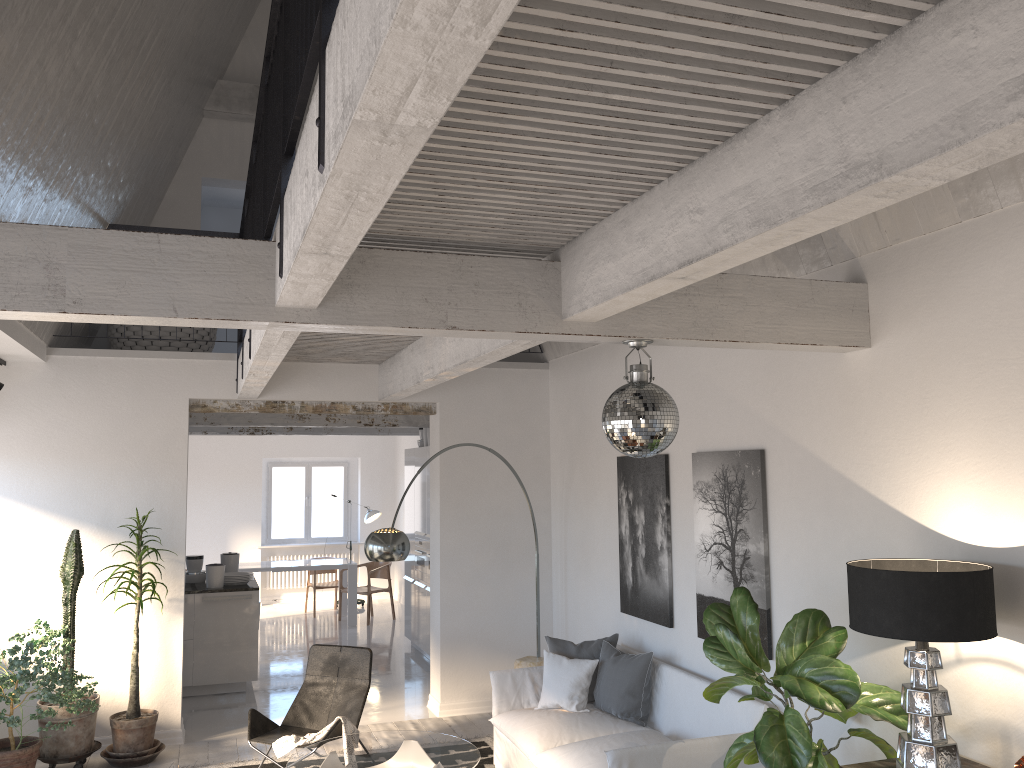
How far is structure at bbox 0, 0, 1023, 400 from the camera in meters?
1.7

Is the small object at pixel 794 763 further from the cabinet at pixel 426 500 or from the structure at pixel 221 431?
the structure at pixel 221 431

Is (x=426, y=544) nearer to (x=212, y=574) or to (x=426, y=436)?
(x=426, y=436)

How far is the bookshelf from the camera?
3.6 meters

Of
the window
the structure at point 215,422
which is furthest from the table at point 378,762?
the window

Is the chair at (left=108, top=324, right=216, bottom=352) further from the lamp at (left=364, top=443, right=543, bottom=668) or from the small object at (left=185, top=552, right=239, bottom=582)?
the lamp at (left=364, top=443, right=543, bottom=668)

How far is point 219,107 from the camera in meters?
9.0

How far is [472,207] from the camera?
3.2m

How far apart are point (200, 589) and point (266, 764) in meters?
2.6

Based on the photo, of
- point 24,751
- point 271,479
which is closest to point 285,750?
point 24,751
